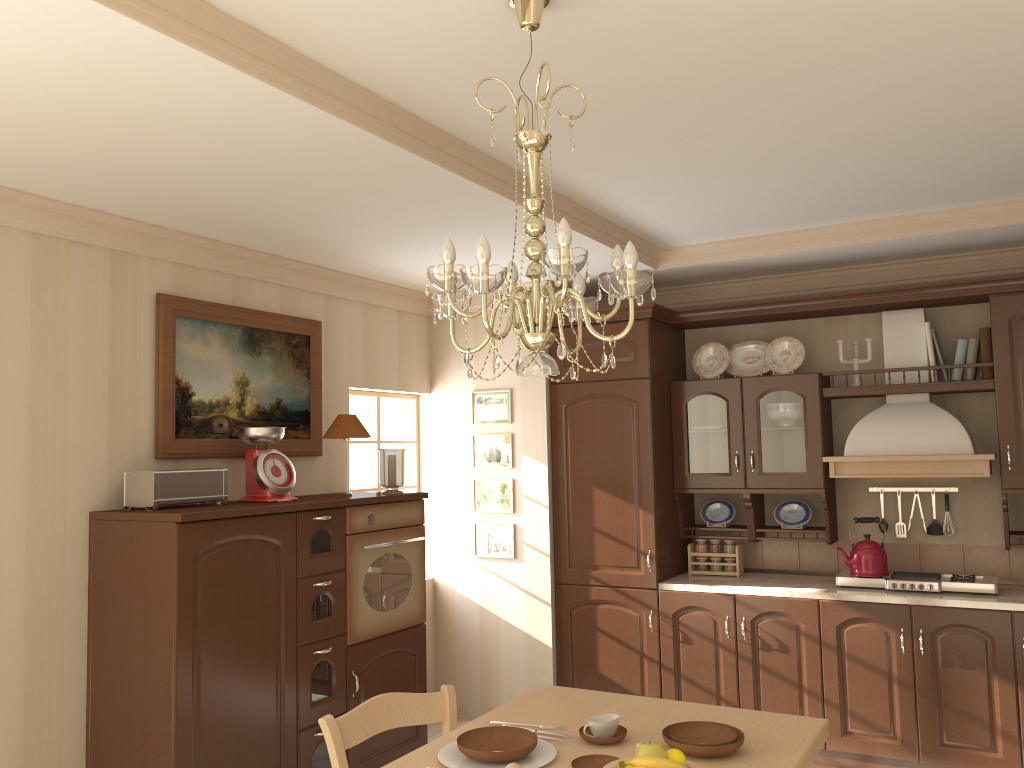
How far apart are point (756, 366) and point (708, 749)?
3.1m

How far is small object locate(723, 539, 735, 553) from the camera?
4.87m

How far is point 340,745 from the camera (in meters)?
2.39

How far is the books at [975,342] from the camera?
4.31m

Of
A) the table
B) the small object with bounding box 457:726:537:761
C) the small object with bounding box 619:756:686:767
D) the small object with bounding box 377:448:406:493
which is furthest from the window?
the small object with bounding box 619:756:686:767

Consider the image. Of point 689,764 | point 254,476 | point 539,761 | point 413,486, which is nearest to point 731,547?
point 413,486

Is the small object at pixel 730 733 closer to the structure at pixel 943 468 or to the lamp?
the lamp

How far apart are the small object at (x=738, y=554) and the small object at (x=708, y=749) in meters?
2.6

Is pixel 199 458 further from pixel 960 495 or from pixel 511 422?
pixel 960 495

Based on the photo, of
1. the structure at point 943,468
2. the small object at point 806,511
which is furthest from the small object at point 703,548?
the structure at point 943,468
